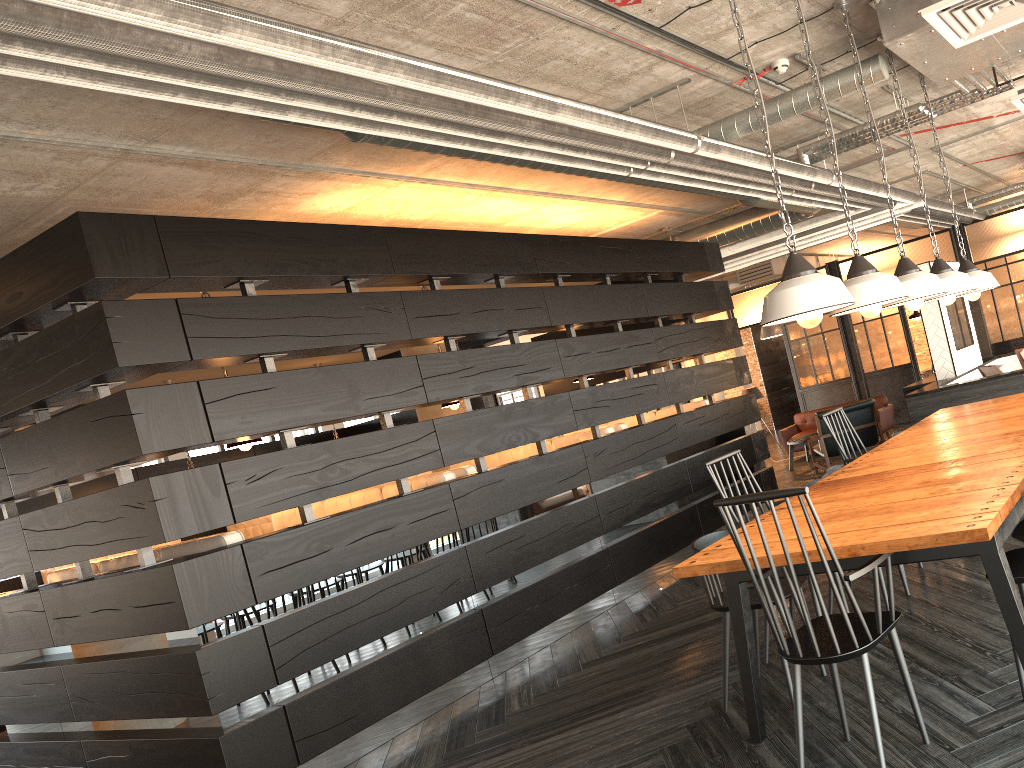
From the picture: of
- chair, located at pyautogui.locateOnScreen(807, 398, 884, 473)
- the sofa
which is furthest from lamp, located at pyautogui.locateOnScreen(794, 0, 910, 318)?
the sofa

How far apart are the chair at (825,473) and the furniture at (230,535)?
3.1m

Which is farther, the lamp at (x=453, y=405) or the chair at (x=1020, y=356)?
the chair at (x=1020, y=356)

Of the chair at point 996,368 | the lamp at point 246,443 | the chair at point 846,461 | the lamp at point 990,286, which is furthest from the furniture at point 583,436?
the chair at point 996,368

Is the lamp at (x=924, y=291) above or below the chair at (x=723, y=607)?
above

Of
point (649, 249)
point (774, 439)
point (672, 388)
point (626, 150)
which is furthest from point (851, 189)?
point (774, 439)

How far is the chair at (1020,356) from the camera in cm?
905

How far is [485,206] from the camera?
6.6m

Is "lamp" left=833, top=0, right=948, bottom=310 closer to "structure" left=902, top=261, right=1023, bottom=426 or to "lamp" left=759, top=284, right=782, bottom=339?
"structure" left=902, top=261, right=1023, bottom=426

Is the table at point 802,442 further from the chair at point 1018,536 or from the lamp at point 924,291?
the chair at point 1018,536
